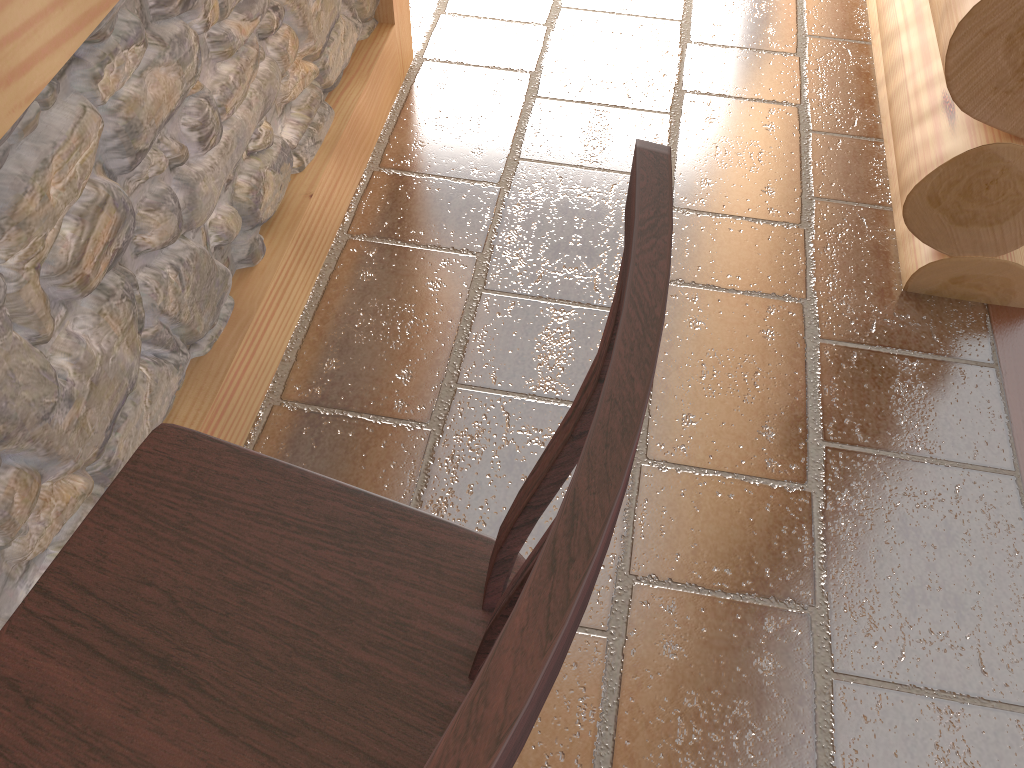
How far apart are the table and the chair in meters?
0.4

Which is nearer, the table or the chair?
the chair

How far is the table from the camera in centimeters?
119cm

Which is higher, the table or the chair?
the chair

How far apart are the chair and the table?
0.4 meters

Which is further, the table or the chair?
the table

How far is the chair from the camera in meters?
0.3
